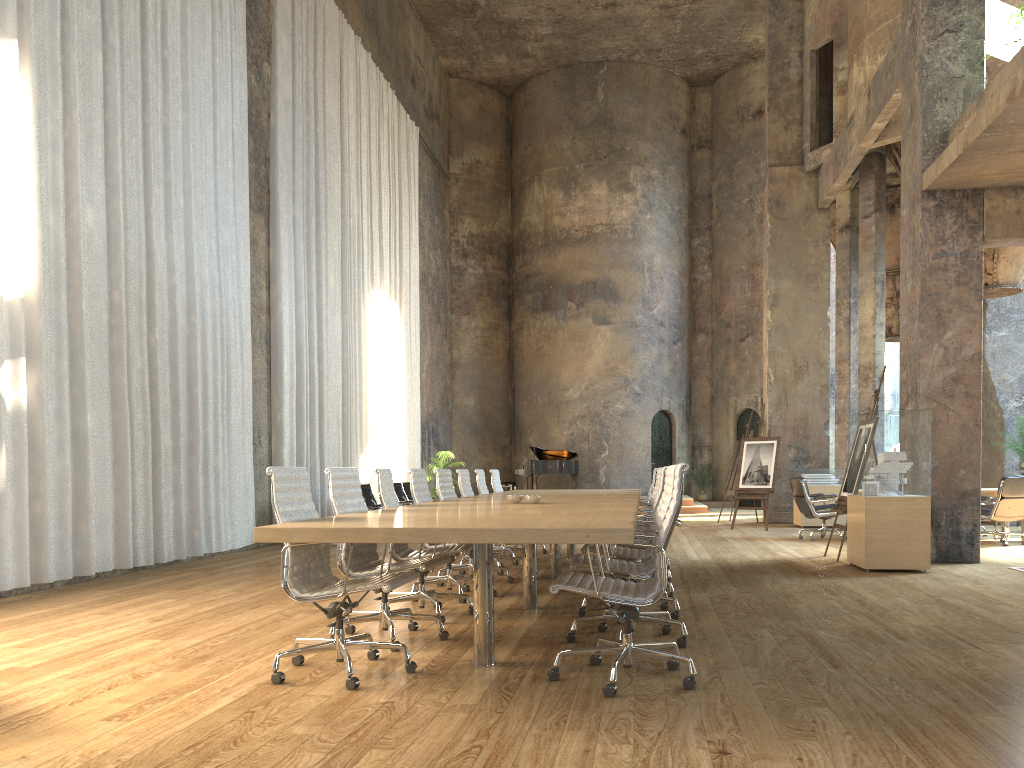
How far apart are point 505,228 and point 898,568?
18.75m

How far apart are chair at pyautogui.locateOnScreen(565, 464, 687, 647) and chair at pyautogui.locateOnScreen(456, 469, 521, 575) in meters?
3.1 m

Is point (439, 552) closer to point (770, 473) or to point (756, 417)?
point (770, 473)

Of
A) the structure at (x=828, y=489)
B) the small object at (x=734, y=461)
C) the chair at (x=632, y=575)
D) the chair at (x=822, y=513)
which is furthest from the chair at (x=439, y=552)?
the small object at (x=734, y=461)

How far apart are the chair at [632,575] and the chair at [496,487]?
5.1m

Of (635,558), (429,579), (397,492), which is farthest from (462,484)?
(397,492)

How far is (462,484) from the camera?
8.5m

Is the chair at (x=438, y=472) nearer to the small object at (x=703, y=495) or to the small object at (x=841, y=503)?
the small object at (x=841, y=503)

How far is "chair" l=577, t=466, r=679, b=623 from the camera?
5.6m

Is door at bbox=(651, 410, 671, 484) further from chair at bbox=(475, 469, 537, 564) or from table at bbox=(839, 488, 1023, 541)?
chair at bbox=(475, 469, 537, 564)
